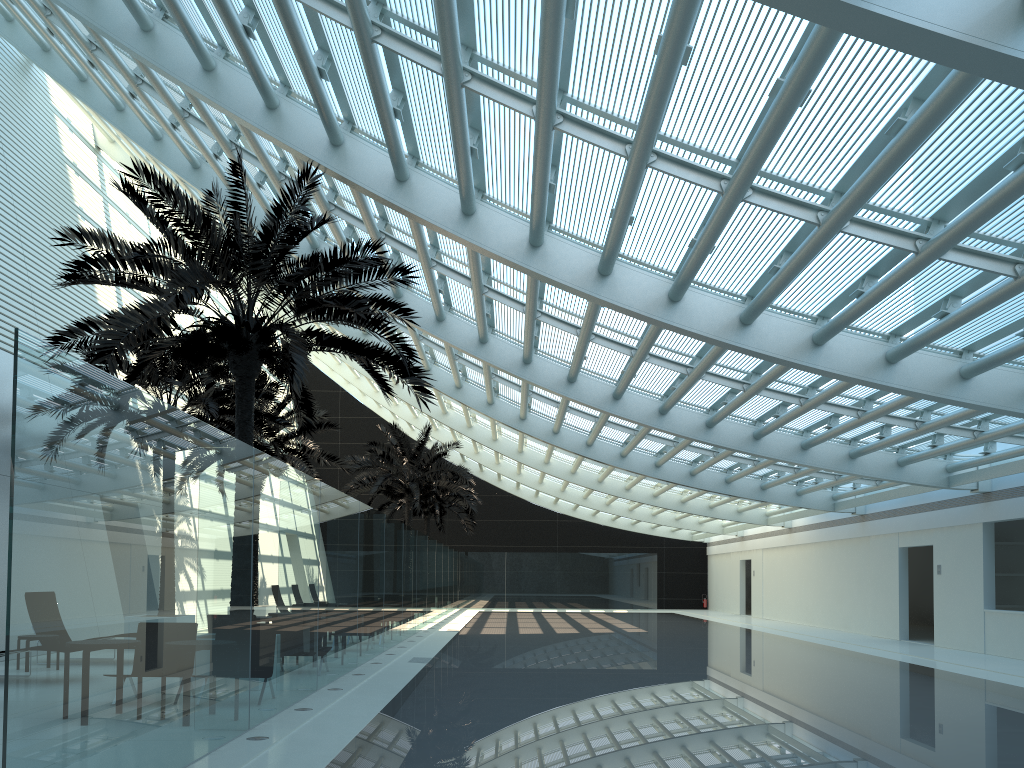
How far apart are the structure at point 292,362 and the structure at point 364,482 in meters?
14.6

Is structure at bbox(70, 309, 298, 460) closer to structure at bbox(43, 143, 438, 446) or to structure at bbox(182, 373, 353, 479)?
structure at bbox(43, 143, 438, 446)

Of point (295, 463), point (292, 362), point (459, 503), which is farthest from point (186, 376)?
point (459, 503)

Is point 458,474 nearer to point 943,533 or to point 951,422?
point 943,533

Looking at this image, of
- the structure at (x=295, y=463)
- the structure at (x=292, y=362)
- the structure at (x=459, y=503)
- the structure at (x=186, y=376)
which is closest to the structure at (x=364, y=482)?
the structure at (x=295, y=463)

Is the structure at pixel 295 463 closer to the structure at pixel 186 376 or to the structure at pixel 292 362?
the structure at pixel 186 376

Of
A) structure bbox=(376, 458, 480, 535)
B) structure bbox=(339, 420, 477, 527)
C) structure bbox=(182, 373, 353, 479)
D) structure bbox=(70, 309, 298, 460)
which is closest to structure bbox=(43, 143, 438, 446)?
structure bbox=(70, 309, 298, 460)

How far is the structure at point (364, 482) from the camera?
28.7m

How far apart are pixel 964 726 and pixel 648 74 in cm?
692

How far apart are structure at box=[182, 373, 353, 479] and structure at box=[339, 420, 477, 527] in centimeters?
372cm
